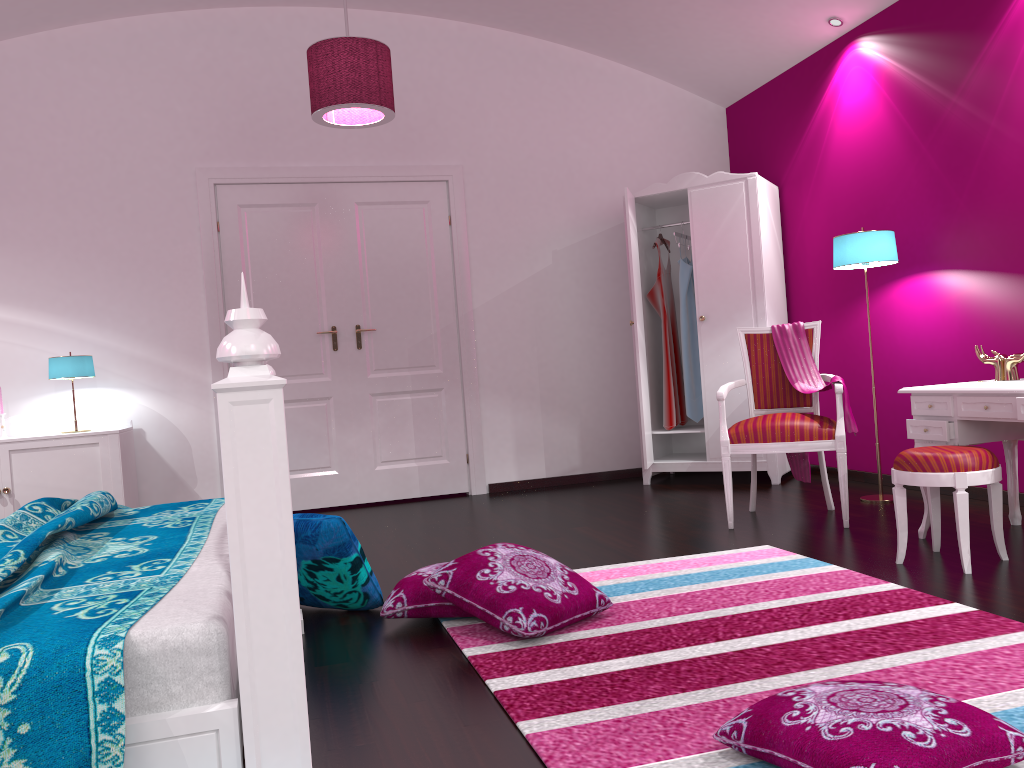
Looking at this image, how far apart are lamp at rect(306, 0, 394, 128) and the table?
2.5 meters

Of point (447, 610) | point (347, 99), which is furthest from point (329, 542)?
point (347, 99)

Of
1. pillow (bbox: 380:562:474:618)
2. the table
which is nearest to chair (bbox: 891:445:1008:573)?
the table

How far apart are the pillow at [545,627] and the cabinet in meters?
2.7 m

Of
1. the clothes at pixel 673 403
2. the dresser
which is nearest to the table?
the dresser

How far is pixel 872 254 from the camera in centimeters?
425cm

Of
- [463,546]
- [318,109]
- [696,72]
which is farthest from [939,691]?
[696,72]

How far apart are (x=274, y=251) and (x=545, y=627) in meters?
3.7 m

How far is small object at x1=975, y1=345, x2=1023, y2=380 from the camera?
3.40m

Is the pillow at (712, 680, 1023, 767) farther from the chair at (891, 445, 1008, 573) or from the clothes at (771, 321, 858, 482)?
the clothes at (771, 321, 858, 482)
